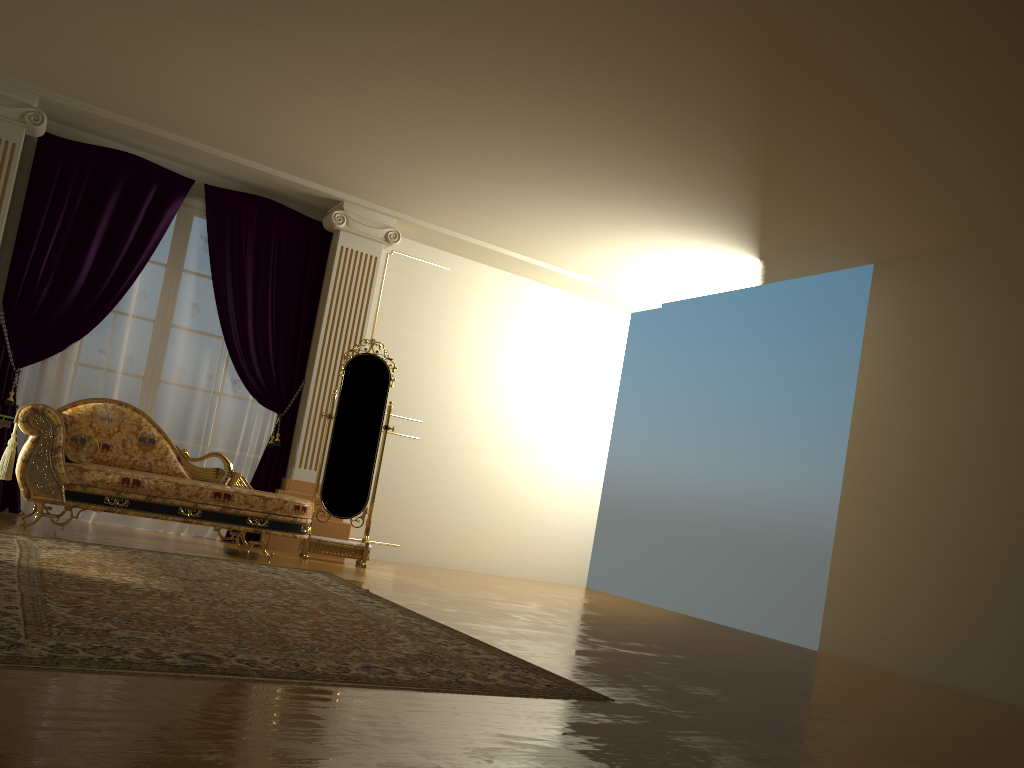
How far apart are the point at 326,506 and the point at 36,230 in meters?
2.8 m

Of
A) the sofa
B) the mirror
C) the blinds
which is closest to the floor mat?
the sofa

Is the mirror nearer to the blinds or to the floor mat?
the blinds

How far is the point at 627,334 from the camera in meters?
8.8

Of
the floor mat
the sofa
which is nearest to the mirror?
the sofa

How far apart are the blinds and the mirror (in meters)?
0.49

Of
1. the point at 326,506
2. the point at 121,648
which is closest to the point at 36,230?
the point at 326,506

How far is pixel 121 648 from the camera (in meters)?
2.47

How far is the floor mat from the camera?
2.47m

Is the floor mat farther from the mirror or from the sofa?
the mirror
